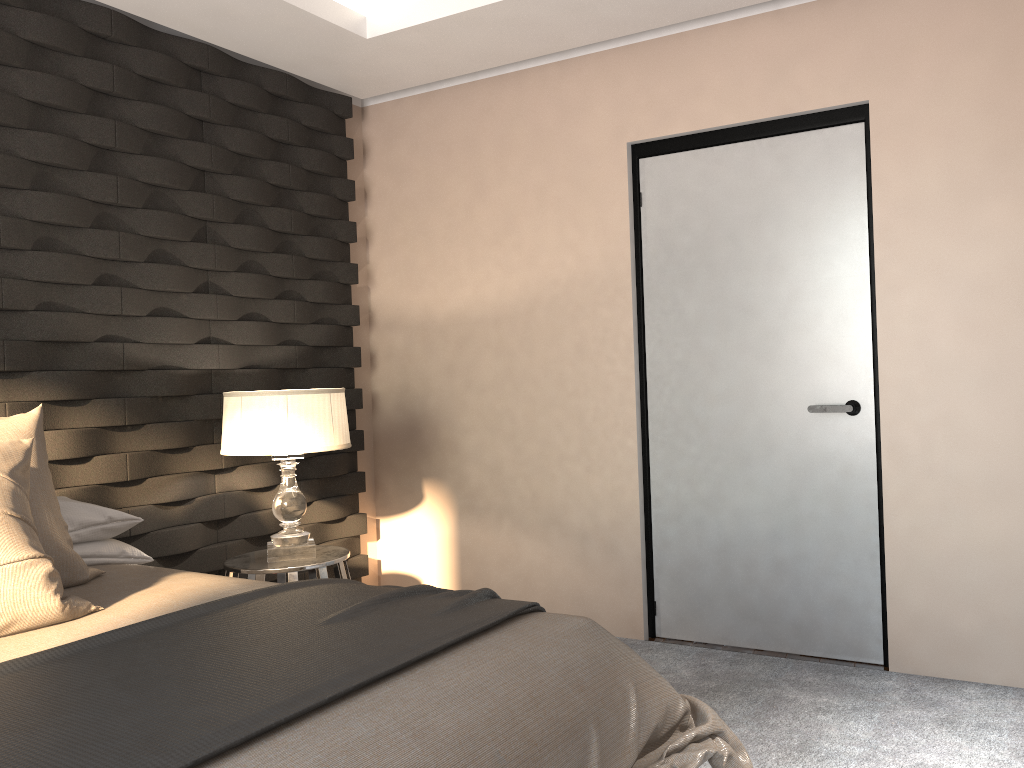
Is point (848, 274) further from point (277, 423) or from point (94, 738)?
point (94, 738)

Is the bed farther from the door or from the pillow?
the door

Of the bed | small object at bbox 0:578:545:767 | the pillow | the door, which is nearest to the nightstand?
the bed

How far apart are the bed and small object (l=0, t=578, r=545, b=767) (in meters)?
0.02

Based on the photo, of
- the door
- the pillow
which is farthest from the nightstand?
the door

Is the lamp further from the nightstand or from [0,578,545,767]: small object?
[0,578,545,767]: small object

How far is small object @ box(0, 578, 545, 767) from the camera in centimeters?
130cm

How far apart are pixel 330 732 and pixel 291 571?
1.91m

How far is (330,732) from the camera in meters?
1.4

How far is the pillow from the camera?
1.9m
